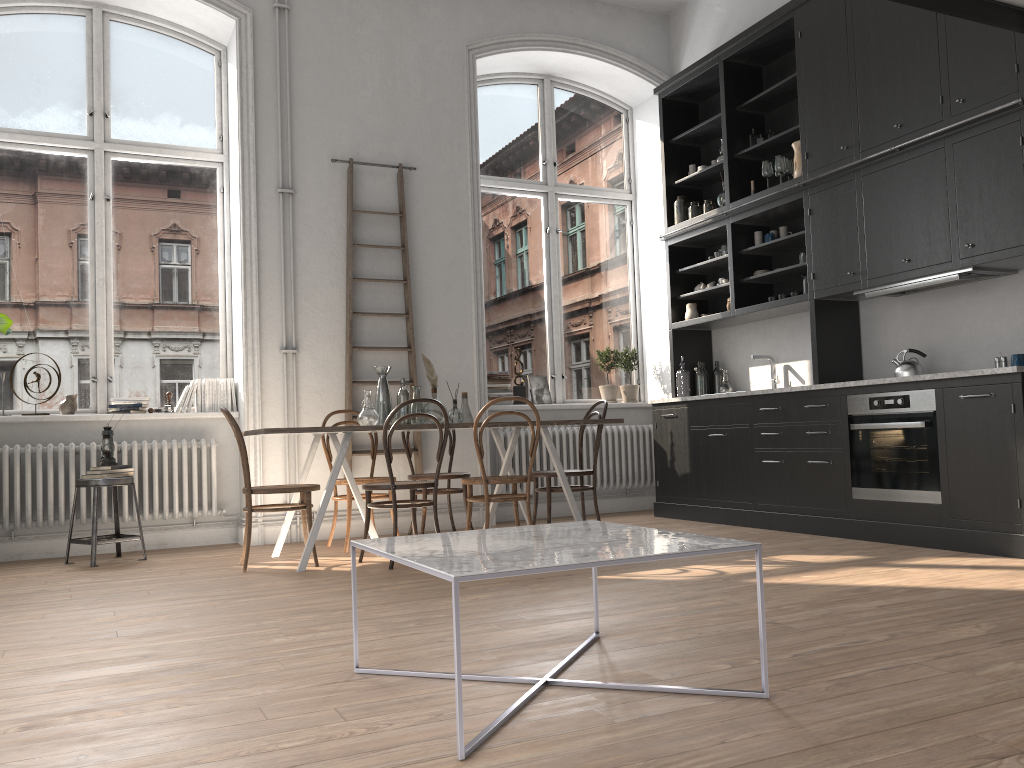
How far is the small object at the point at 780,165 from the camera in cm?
623

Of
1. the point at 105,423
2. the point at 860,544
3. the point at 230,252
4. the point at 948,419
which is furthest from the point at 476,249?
the point at 948,419

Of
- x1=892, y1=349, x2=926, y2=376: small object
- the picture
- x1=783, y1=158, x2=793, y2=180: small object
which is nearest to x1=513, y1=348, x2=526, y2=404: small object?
the picture

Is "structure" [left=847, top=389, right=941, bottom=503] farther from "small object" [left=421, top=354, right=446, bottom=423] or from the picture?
the picture

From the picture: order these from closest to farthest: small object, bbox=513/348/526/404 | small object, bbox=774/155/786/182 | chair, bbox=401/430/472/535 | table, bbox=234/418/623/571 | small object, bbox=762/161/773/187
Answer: table, bbox=234/418/623/571, chair, bbox=401/430/472/535, small object, bbox=774/155/786/182, small object, bbox=762/161/773/187, small object, bbox=513/348/526/404

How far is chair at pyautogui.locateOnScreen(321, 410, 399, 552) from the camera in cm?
562

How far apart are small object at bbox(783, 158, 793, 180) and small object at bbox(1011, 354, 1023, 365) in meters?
2.1 m

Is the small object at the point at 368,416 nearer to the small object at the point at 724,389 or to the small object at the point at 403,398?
the small object at the point at 403,398

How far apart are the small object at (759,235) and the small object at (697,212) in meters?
0.7 m

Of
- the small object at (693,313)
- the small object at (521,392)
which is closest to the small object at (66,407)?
the small object at (521,392)
